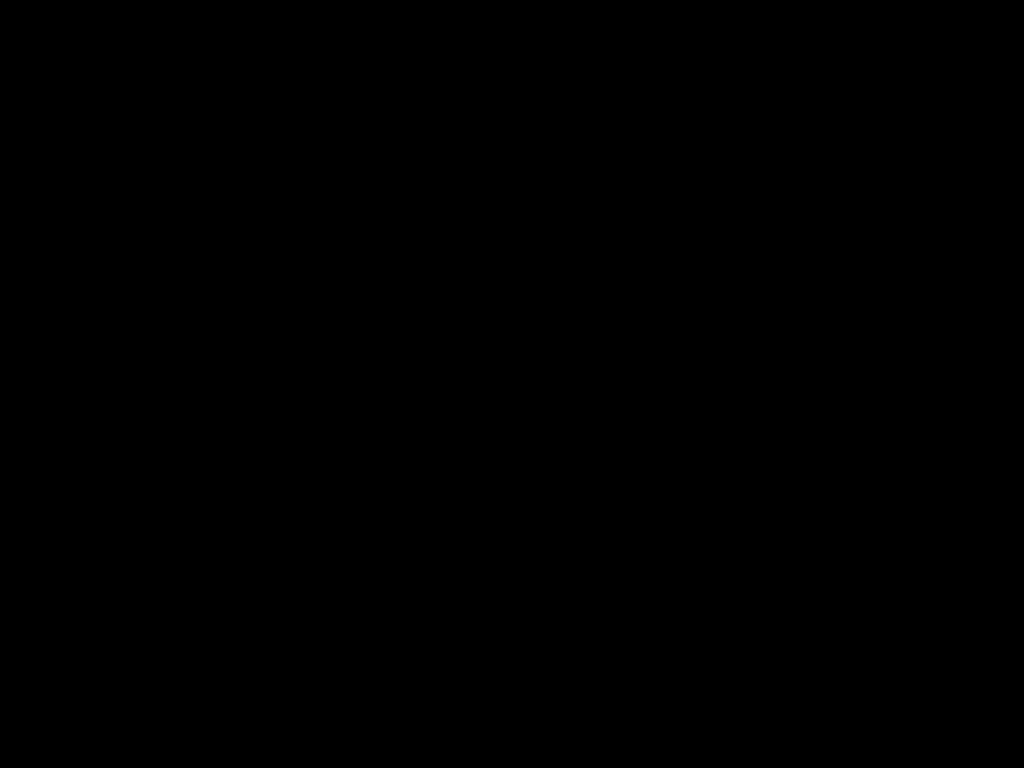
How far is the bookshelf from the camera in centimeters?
108cm

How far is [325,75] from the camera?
0.3m

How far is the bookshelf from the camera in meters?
1.1

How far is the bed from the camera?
0.35m

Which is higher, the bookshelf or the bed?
the bed

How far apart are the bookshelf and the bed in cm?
1

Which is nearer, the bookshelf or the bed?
the bed

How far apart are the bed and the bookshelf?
0.0 meters

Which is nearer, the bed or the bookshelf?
the bed

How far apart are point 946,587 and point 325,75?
1.0 meters
